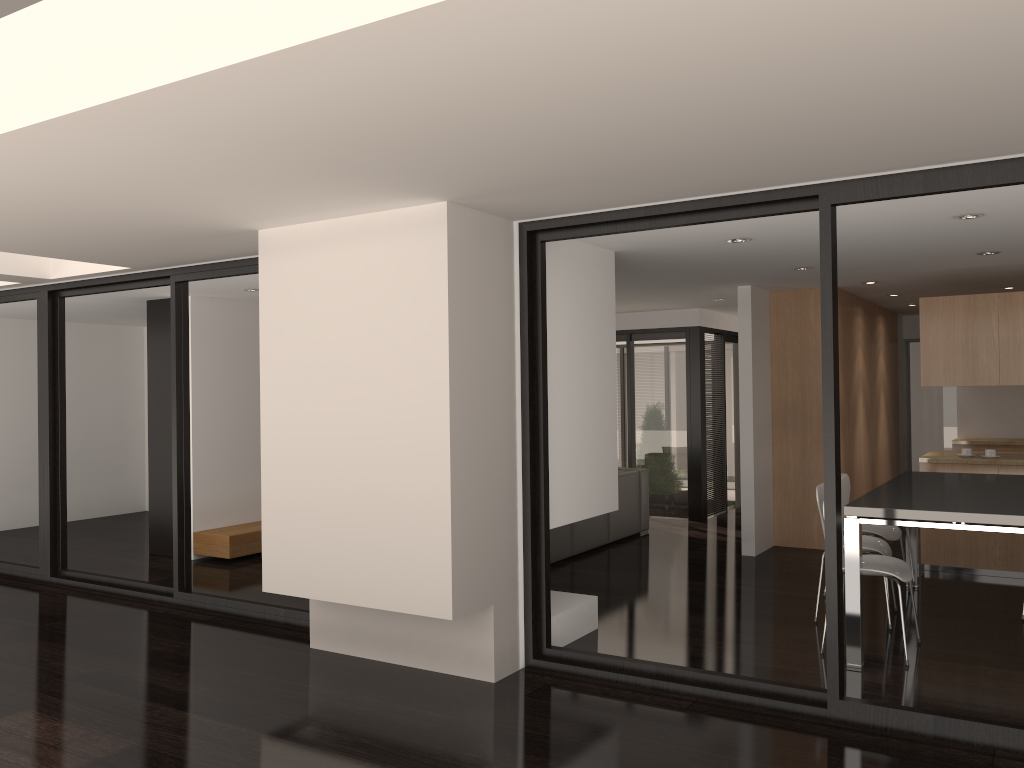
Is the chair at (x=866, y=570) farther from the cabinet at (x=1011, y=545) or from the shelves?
the shelves

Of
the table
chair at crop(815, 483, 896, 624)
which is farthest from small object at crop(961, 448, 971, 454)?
chair at crop(815, 483, 896, 624)

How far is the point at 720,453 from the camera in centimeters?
1070cm

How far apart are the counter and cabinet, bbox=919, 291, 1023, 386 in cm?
59

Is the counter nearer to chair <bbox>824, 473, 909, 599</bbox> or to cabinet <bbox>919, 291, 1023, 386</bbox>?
cabinet <bbox>919, 291, 1023, 386</bbox>

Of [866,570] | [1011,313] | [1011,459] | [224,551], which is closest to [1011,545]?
[1011,459]

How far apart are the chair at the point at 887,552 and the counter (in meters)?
1.60

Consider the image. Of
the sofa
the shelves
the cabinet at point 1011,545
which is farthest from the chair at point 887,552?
the shelves

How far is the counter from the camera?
6.8m

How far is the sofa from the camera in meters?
7.7 m
